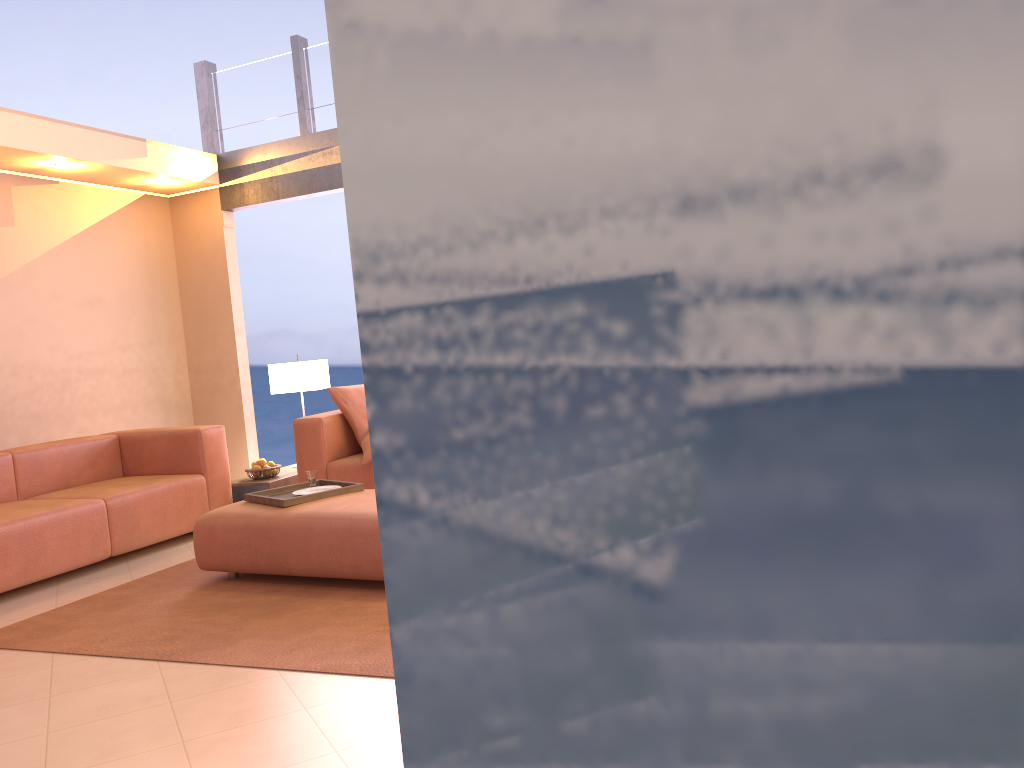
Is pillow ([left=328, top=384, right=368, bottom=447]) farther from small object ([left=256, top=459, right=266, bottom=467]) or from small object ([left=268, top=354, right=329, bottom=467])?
small object ([left=256, top=459, right=266, bottom=467])

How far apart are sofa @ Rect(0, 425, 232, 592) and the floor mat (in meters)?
0.44

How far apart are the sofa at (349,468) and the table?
0.25m

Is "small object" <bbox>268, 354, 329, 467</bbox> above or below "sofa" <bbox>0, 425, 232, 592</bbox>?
above

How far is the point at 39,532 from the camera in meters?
4.4

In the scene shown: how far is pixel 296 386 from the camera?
6.2m

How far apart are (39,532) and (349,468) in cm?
169

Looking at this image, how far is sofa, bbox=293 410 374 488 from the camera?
5.4m

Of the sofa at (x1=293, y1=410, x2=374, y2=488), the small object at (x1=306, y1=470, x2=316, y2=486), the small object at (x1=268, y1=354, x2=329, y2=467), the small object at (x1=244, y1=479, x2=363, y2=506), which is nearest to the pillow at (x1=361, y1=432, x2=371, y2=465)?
the sofa at (x1=293, y1=410, x2=374, y2=488)

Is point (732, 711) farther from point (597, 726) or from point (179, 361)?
point (179, 361)
